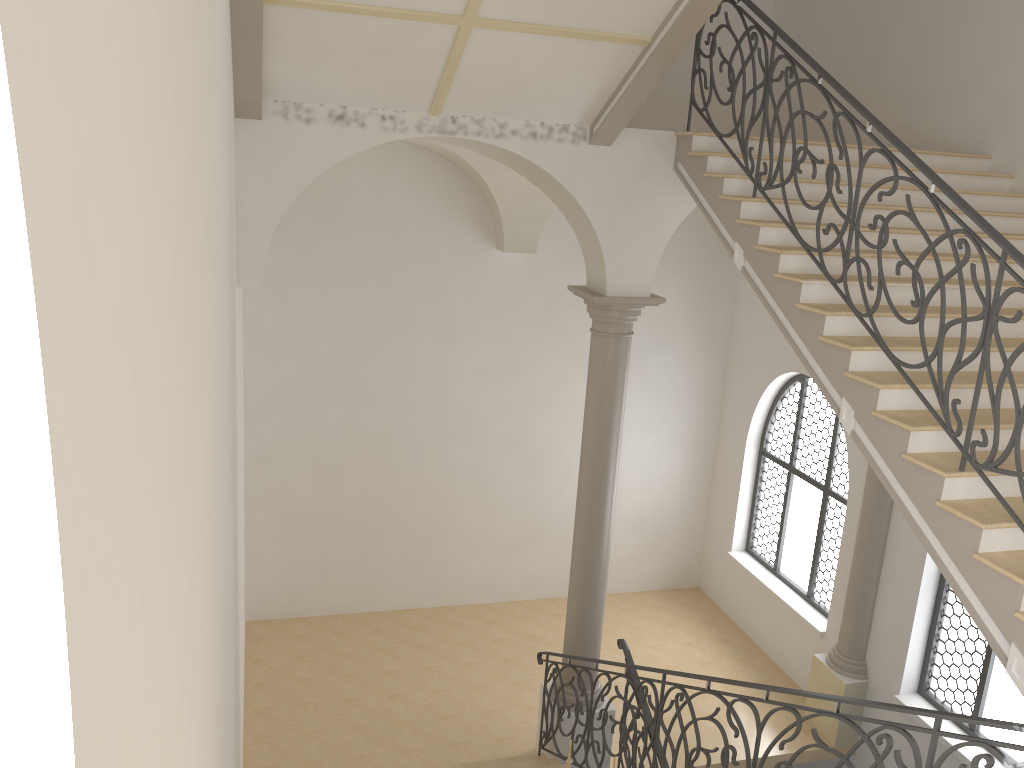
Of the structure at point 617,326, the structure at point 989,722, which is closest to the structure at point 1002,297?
the structure at point 989,722

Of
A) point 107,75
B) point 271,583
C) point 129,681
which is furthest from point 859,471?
point 107,75

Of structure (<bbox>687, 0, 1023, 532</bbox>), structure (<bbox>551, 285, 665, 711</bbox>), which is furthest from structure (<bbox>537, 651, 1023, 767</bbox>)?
structure (<bbox>687, 0, 1023, 532</bbox>)

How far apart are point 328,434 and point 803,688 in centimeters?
670cm

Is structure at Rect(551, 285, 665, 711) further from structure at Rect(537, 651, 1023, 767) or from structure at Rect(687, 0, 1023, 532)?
structure at Rect(687, 0, 1023, 532)

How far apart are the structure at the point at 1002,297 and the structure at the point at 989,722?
1.1m

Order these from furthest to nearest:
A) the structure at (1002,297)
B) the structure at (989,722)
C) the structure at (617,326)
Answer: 1. the structure at (617,326)
2. the structure at (1002,297)
3. the structure at (989,722)

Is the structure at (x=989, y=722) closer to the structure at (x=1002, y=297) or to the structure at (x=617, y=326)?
the structure at (x=617, y=326)

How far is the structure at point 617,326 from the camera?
8.0 meters

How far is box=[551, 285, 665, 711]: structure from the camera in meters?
8.0 m
